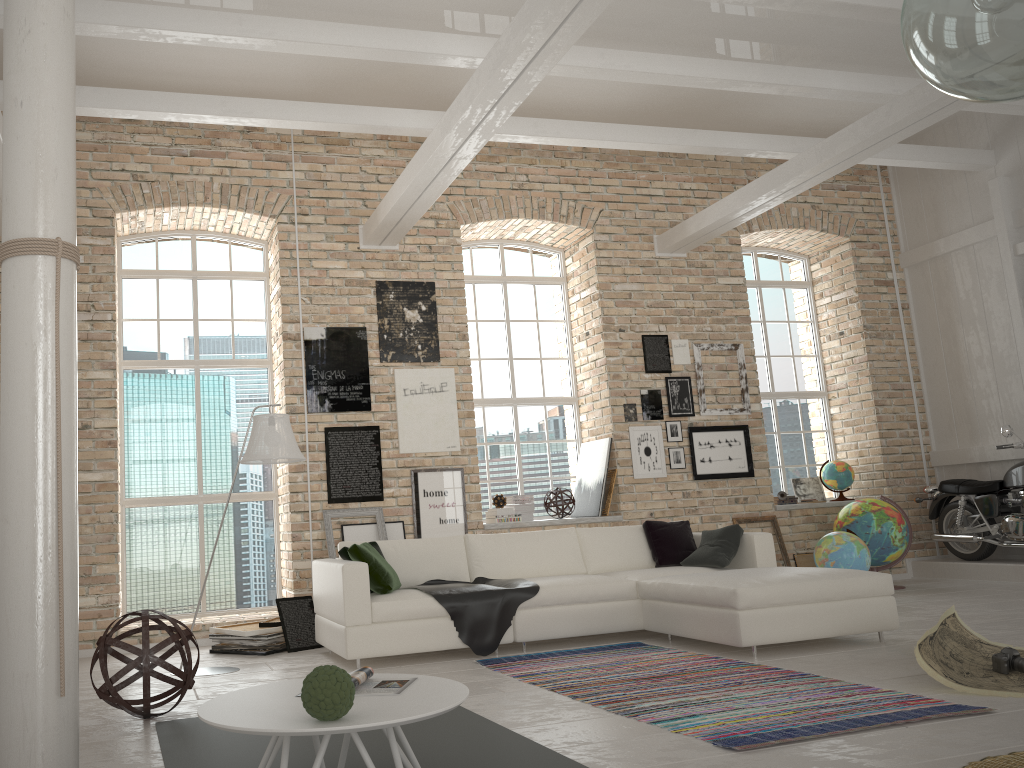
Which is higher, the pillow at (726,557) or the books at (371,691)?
the pillow at (726,557)

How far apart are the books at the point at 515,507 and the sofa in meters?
1.6 m

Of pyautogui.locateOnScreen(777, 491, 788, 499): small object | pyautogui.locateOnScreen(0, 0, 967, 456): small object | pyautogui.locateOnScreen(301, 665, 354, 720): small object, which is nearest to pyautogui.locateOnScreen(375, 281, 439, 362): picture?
pyautogui.locateOnScreen(0, 0, 967, 456): small object

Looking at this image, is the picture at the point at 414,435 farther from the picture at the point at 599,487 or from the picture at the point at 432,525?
the picture at the point at 599,487

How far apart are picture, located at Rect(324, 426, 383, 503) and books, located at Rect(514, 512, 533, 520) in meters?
1.6 m

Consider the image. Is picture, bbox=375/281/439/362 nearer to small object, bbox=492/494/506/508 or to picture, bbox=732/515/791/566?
small object, bbox=492/494/506/508

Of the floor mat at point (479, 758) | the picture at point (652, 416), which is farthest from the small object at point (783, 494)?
the floor mat at point (479, 758)

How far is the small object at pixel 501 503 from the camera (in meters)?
8.30

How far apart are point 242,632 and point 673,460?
4.6 meters

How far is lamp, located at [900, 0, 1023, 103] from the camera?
2.2m
